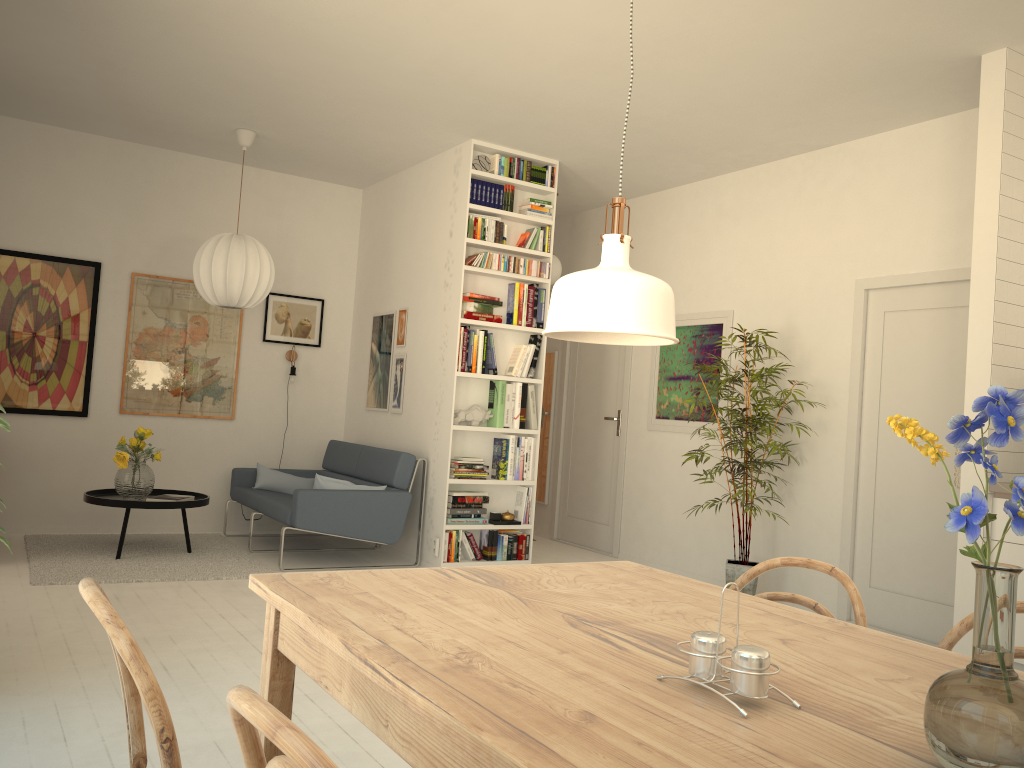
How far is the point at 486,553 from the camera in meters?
6.0 m

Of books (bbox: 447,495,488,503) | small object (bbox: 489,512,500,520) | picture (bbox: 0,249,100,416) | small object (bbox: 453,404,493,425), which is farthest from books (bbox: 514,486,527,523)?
picture (bbox: 0,249,100,416)

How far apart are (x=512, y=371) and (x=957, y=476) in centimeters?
295cm

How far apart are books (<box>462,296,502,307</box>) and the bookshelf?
0.15m

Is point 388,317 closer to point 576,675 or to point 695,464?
point 695,464

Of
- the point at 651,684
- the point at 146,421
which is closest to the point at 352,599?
the point at 651,684

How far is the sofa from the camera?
5.6 meters

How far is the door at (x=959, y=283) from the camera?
4.8m

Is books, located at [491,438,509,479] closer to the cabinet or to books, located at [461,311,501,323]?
books, located at [461,311,501,323]

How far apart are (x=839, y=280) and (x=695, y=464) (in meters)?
1.68
